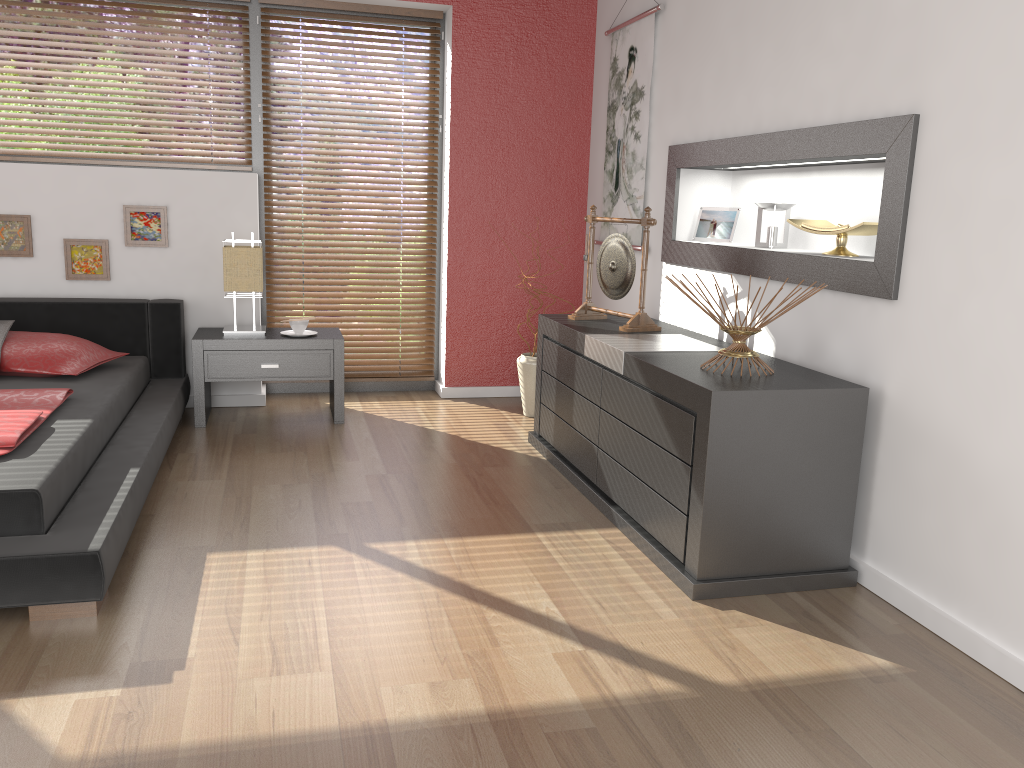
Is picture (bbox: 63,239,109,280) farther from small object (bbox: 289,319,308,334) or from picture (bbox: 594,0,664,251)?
picture (bbox: 594,0,664,251)

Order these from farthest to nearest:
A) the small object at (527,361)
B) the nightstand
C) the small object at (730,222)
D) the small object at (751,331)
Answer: the small object at (527,361) → the nightstand → the small object at (730,222) → the small object at (751,331)

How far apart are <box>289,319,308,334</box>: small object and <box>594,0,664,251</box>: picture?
1.64m

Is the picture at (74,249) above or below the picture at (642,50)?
below

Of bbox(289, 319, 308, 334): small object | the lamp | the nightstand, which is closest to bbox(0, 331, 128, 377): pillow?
the nightstand

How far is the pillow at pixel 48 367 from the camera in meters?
3.7 m

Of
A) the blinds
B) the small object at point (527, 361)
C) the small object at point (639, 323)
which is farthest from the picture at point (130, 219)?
the small object at point (639, 323)

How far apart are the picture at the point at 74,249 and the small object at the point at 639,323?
2.34m

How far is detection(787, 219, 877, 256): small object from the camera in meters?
2.8 m

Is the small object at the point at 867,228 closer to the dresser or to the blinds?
the dresser
